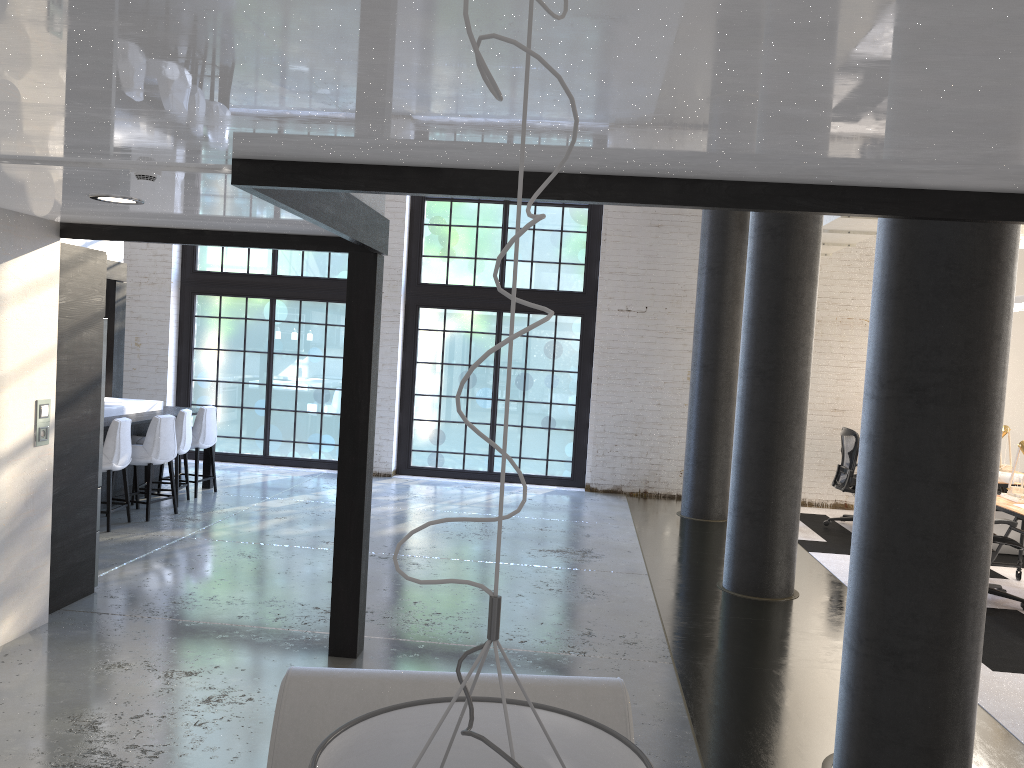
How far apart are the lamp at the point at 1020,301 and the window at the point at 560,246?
4.7m

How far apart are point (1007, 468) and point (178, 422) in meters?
8.3 m

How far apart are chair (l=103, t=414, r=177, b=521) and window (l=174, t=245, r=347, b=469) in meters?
3.4 m

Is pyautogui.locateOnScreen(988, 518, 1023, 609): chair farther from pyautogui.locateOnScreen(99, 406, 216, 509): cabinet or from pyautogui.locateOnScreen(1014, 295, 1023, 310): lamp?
pyautogui.locateOnScreen(99, 406, 216, 509): cabinet

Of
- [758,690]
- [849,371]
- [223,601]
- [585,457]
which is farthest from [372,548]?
[849,371]

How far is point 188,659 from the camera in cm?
464

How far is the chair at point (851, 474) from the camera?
9.33m

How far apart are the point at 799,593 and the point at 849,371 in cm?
484

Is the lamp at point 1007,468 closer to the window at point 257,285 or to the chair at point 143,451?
the window at point 257,285

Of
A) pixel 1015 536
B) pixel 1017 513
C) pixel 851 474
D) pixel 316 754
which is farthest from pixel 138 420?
pixel 1015 536
